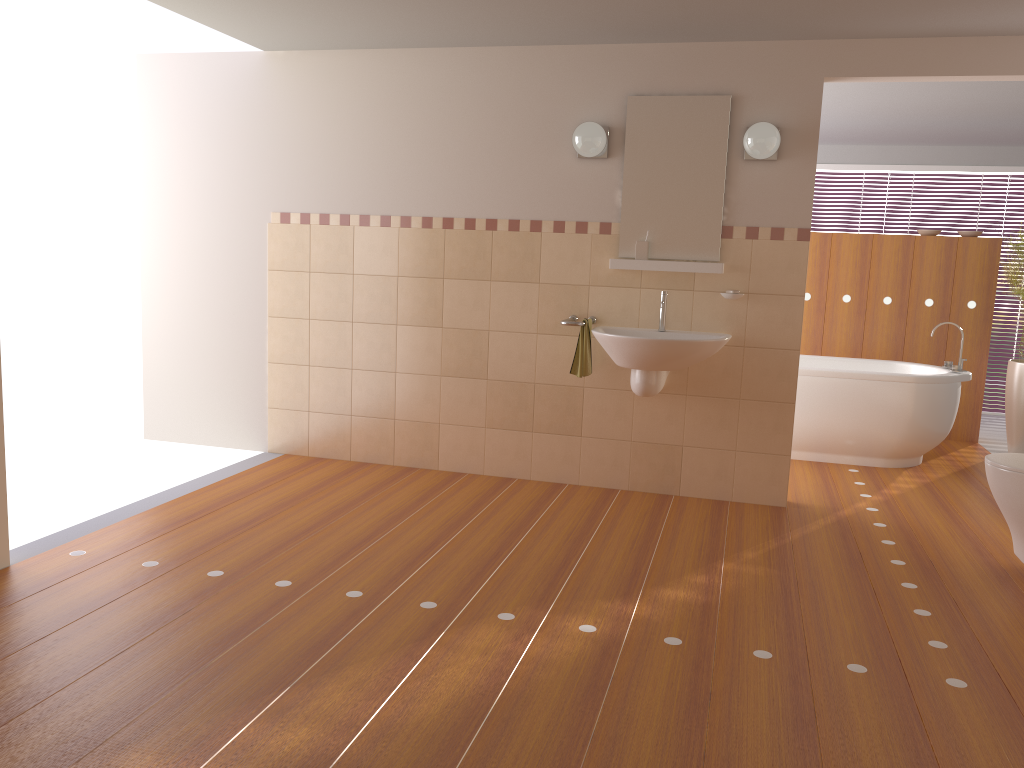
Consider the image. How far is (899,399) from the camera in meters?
5.3 m

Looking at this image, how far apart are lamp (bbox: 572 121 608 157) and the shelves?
0.54m

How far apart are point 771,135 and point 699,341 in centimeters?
102cm

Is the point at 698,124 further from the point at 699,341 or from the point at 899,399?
the point at 899,399

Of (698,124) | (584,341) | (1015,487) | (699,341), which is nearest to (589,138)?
(698,124)

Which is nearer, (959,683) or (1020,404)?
(959,683)

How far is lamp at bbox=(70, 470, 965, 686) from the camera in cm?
265

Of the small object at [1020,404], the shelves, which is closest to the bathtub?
the small object at [1020,404]

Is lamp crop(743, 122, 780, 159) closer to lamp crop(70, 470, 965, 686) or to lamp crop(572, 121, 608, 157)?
lamp crop(572, 121, 608, 157)

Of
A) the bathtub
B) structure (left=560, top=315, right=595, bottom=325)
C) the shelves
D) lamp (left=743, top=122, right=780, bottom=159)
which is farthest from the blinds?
structure (left=560, top=315, right=595, bottom=325)
